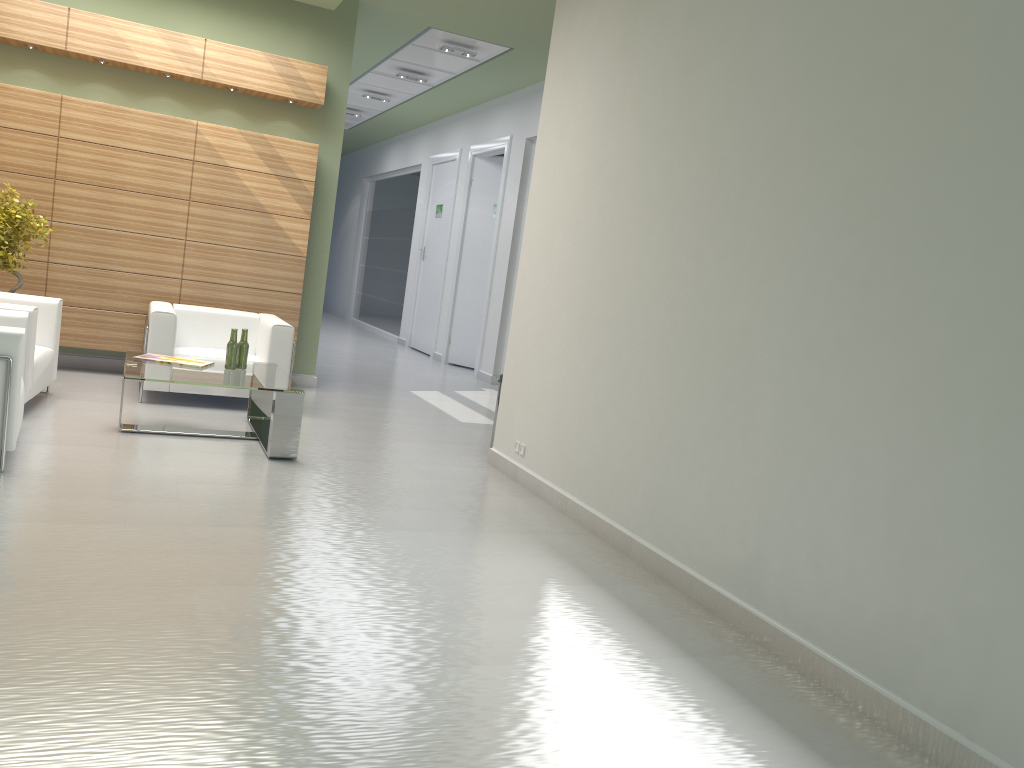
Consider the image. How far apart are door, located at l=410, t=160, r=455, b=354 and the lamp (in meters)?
6.76

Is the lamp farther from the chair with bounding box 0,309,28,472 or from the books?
the chair with bounding box 0,309,28,472

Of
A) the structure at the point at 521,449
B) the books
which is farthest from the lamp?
the structure at the point at 521,449

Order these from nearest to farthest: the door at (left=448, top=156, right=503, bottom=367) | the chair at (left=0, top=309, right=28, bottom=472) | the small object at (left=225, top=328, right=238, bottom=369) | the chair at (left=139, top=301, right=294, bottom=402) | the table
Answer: the chair at (left=0, top=309, right=28, bottom=472), the table, the small object at (left=225, top=328, right=238, bottom=369), the chair at (left=139, top=301, right=294, bottom=402), the door at (left=448, top=156, right=503, bottom=367)

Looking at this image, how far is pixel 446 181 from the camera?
23.4m

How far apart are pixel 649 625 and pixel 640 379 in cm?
242

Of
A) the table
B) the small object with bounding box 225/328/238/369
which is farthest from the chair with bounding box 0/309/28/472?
the small object with bounding box 225/328/238/369

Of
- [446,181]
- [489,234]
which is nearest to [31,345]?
[489,234]

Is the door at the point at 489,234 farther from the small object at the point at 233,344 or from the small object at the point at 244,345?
the small object at the point at 233,344

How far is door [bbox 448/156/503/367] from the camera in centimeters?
2124cm
